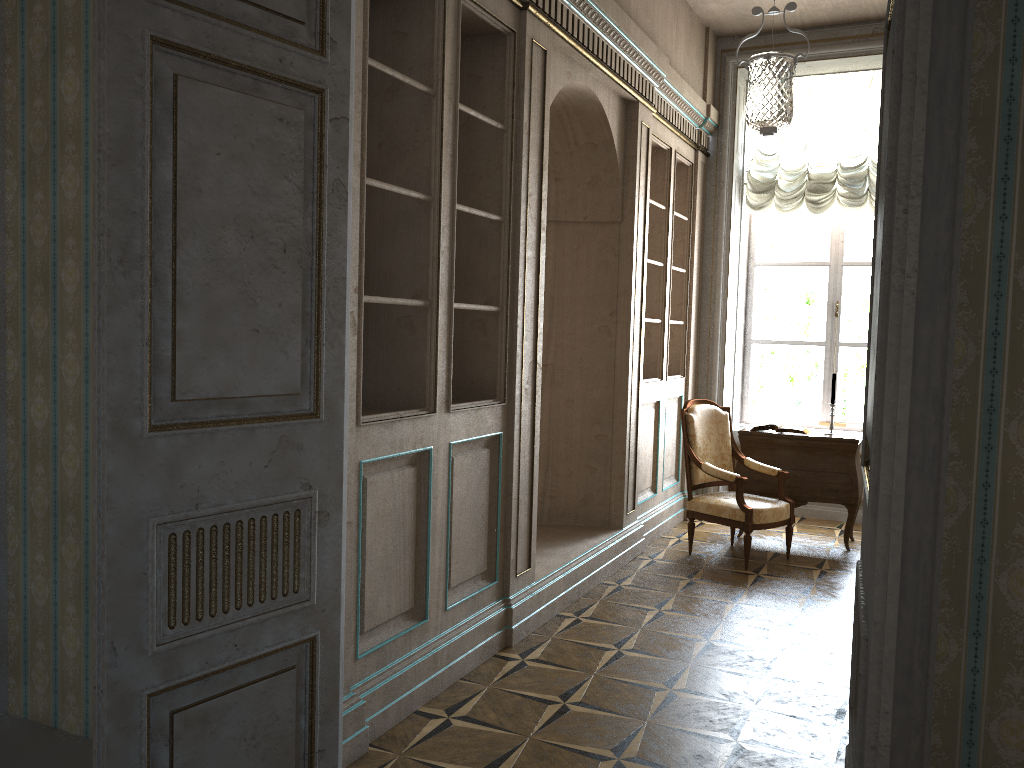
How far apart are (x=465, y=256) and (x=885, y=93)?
2.6 meters

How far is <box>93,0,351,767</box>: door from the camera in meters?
2.0 m

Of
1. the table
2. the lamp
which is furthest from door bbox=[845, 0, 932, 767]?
the table

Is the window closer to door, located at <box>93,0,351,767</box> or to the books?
the books

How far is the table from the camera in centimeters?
603cm

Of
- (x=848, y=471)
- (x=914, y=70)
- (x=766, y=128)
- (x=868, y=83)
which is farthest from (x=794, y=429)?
(x=914, y=70)

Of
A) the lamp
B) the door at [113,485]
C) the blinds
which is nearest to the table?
the blinds

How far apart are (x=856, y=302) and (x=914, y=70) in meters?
6.5 m

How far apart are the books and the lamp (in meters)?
2.04

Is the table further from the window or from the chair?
the window
